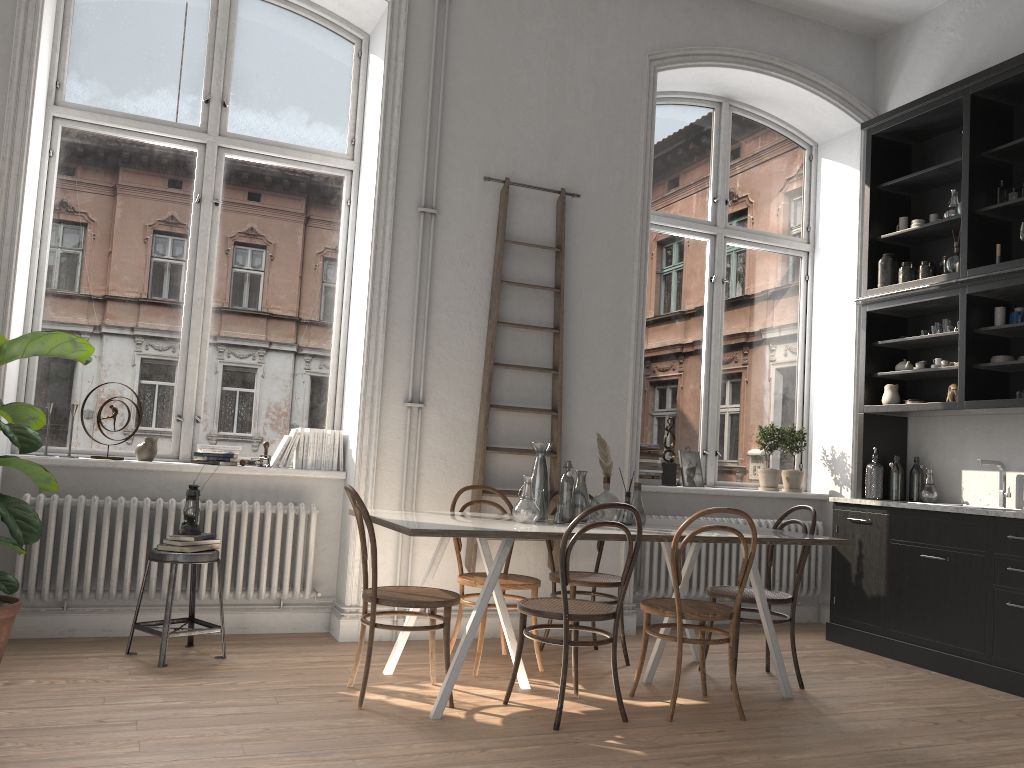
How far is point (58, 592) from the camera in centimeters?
452cm

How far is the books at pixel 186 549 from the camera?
4.35m

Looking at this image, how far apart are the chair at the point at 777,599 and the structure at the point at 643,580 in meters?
1.1 m

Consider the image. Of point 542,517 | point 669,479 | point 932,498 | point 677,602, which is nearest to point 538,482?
point 542,517

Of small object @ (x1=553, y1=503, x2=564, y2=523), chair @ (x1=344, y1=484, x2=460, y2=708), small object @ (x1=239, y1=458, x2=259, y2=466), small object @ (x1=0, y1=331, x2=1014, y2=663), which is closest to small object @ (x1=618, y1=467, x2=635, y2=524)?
small object @ (x1=553, y1=503, x2=564, y2=523)

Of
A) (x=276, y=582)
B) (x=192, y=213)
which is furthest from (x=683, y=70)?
(x=276, y=582)

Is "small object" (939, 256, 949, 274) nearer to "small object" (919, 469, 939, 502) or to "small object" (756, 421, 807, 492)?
"small object" (919, 469, 939, 502)

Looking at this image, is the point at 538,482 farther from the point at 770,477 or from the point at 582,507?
the point at 770,477

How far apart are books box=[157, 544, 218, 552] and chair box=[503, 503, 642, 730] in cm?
170

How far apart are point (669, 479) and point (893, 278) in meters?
2.0 m
